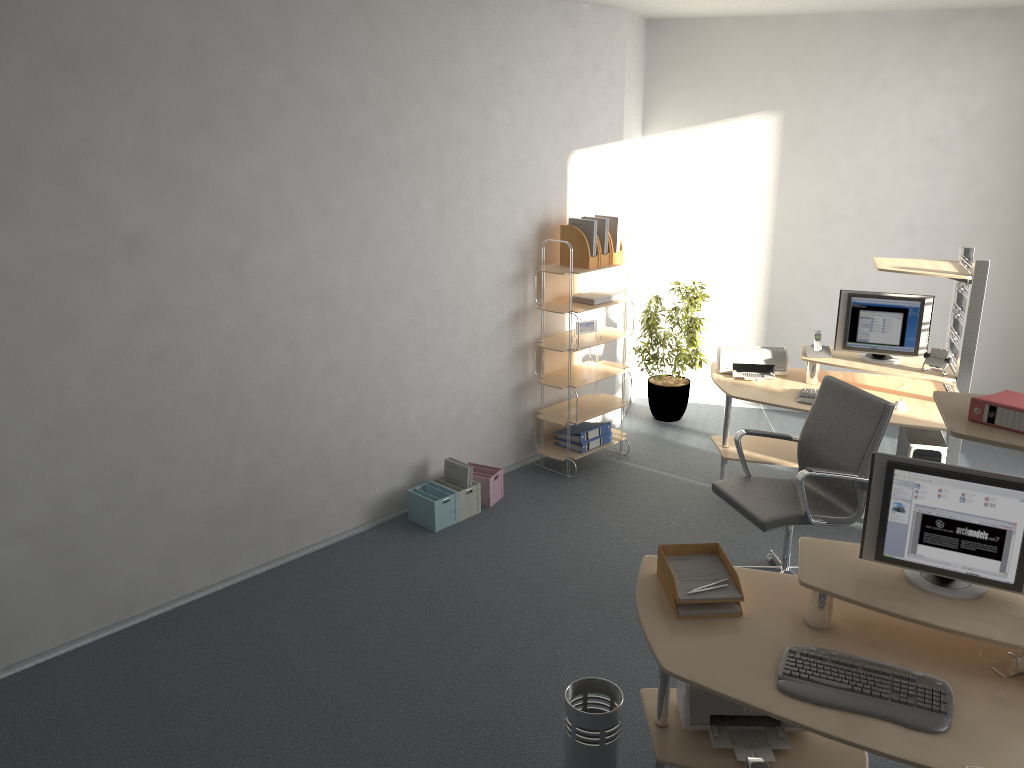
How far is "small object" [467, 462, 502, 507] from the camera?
5.46m

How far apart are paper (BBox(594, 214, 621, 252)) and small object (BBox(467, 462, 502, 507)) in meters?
1.6 m

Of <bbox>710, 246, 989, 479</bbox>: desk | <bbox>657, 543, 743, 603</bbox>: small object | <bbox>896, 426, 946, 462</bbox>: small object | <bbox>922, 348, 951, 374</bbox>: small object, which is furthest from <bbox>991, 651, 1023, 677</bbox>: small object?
<bbox>922, 348, 951, 374</bbox>: small object

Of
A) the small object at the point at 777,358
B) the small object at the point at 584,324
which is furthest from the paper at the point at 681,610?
the small object at the point at 584,324

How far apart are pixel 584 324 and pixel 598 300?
0.20m

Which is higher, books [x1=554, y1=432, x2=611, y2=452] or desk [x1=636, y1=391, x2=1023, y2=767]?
desk [x1=636, y1=391, x2=1023, y2=767]

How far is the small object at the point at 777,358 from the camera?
5.59m

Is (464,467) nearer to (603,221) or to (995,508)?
(603,221)

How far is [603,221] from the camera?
5.7 meters

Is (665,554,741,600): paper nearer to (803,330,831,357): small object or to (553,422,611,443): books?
→ (803,330,831,357): small object
